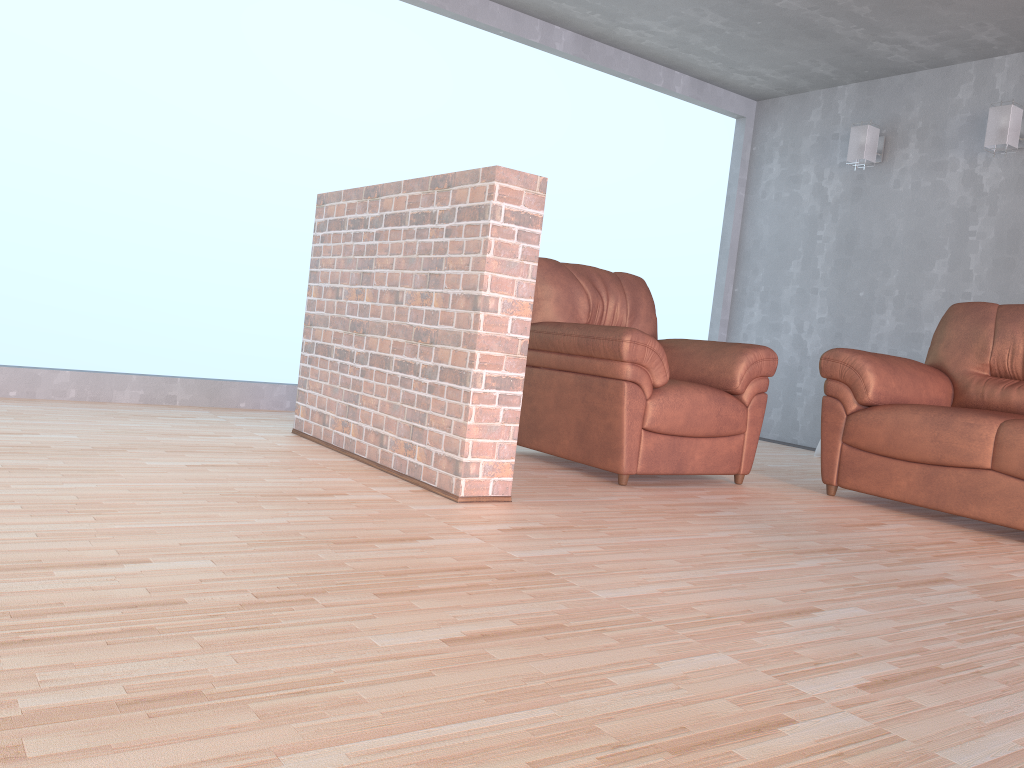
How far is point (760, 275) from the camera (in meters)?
6.45

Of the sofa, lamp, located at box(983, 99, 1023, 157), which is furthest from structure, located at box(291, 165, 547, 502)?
lamp, located at box(983, 99, 1023, 157)

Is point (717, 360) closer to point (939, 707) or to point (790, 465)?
point (790, 465)

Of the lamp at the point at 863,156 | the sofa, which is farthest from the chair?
the lamp at the point at 863,156

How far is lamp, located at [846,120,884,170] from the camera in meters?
5.6 m

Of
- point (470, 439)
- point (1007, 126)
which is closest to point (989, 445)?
point (470, 439)

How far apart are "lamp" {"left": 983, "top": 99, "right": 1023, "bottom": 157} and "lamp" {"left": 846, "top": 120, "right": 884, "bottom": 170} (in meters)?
0.75

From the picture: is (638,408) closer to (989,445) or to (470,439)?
(470,439)

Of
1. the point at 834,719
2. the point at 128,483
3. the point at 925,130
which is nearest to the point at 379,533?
the point at 128,483

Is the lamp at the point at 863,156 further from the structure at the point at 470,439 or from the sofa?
the structure at the point at 470,439
